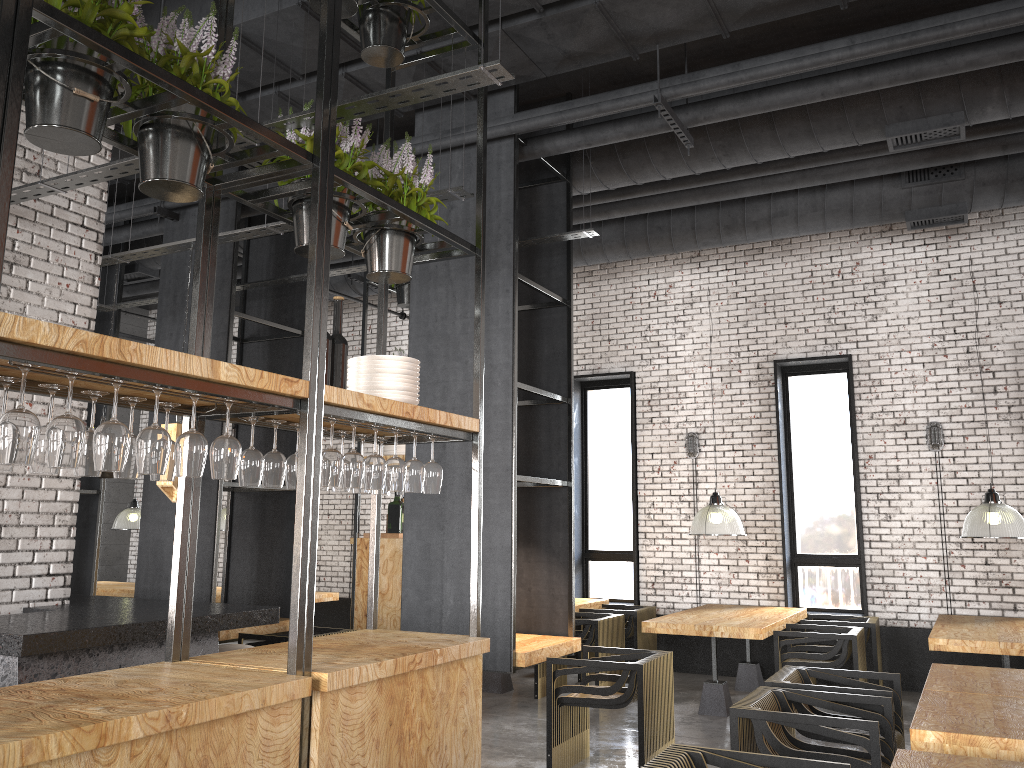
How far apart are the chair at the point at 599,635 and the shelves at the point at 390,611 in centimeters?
136cm

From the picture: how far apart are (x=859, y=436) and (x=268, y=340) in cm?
603

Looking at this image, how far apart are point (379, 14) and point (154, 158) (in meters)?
1.69

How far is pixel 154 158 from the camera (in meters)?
3.00

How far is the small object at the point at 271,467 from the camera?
3.5m

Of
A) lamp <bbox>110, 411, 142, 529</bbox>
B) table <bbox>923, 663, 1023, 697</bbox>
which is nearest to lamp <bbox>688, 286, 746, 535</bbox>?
table <bbox>923, 663, 1023, 697</bbox>

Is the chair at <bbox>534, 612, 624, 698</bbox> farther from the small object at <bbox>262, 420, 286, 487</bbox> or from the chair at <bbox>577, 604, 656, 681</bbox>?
the small object at <bbox>262, 420, 286, 487</bbox>

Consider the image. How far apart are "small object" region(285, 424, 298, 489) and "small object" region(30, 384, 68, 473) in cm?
110

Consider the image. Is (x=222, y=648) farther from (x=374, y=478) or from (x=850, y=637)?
(x=850, y=637)

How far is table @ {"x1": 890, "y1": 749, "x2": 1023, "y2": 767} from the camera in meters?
3.0
